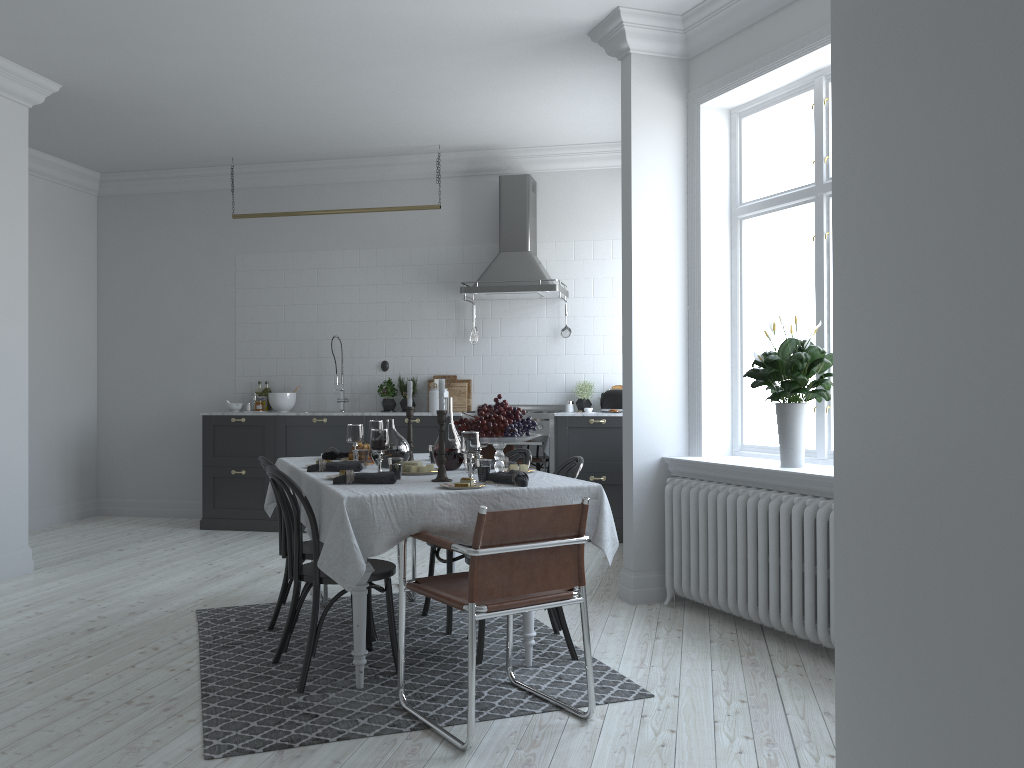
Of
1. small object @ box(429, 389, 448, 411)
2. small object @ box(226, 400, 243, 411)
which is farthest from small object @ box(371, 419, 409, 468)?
small object @ box(226, 400, 243, 411)

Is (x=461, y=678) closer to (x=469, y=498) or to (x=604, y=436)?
(x=469, y=498)

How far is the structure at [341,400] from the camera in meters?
8.1 m

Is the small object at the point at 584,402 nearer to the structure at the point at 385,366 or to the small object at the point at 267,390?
the structure at the point at 385,366

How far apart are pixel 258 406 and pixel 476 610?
5.6m

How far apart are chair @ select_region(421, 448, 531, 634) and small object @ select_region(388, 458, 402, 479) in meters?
0.9

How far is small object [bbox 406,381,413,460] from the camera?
4.6 meters

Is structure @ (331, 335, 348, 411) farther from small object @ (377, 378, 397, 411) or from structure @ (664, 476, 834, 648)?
structure @ (664, 476, 834, 648)

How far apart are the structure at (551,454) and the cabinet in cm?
6

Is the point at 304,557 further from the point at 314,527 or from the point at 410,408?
the point at 410,408
